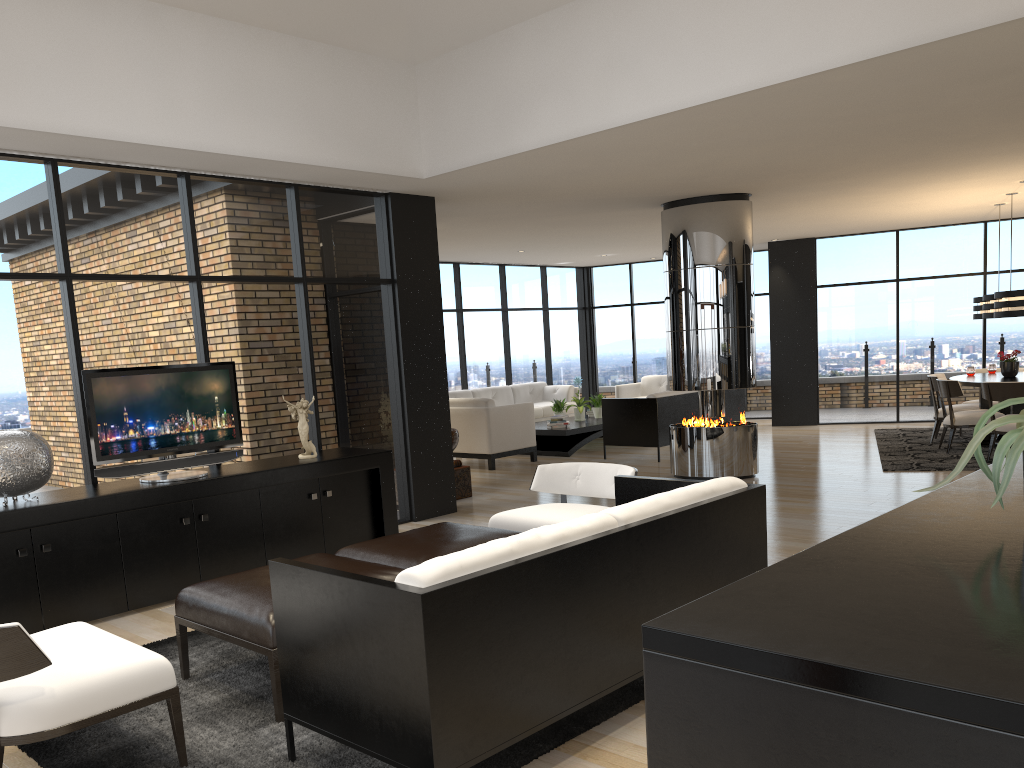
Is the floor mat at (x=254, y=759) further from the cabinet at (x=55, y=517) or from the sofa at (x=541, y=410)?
the sofa at (x=541, y=410)

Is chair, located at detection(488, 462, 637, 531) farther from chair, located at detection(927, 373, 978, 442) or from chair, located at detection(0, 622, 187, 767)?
chair, located at detection(927, 373, 978, 442)

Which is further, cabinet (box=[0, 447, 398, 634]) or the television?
the television

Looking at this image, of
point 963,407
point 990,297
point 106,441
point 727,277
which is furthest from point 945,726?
point 963,407

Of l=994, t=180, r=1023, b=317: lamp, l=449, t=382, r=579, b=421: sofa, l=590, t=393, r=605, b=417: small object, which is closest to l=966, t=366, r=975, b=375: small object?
l=994, t=180, r=1023, b=317: lamp

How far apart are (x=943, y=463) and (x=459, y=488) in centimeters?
481cm

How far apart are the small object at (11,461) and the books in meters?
7.3

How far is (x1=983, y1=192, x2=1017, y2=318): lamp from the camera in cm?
969

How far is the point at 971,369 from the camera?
10.32m

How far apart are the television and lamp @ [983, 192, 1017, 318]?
8.1 meters
